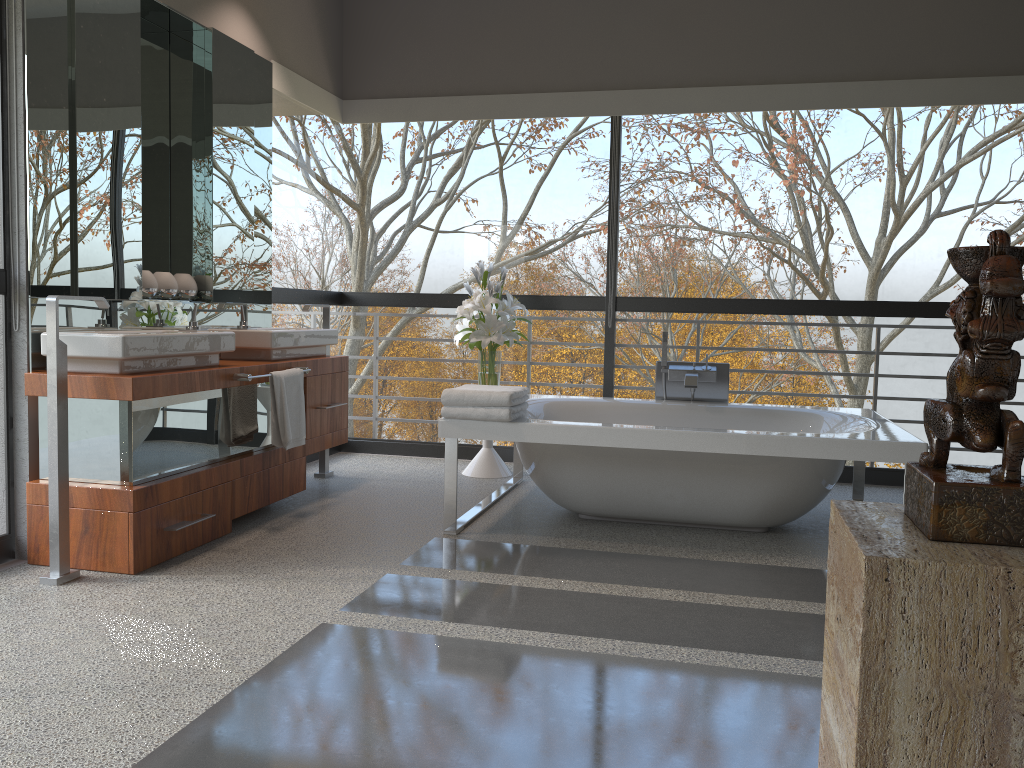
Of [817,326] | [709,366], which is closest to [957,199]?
[709,366]

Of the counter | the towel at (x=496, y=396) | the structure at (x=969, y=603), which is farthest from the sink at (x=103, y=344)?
the structure at (x=969, y=603)

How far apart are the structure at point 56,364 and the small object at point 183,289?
1.0 meters

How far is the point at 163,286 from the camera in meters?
4.1

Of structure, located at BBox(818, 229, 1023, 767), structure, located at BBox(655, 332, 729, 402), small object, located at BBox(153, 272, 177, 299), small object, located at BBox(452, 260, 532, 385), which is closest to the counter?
small object, located at BBox(153, 272, 177, 299)

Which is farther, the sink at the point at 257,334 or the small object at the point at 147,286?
the sink at the point at 257,334

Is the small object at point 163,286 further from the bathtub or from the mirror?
the bathtub

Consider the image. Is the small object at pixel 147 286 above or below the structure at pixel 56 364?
above

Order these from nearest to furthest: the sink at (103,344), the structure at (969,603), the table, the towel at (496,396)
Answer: the structure at (969,603) < the sink at (103,344) < the towel at (496,396) < the table

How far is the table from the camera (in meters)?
5.20
